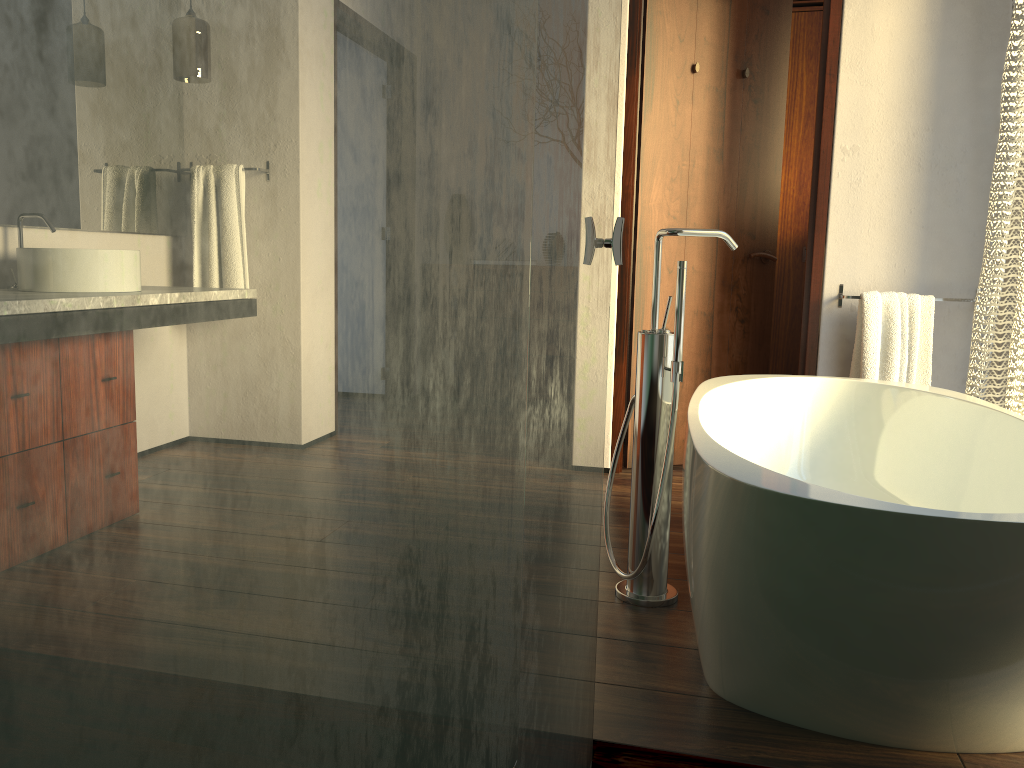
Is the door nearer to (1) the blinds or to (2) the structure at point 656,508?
(1) the blinds

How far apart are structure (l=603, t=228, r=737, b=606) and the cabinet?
2.6 meters

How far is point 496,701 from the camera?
0.7 meters

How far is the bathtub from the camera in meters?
1.3 m

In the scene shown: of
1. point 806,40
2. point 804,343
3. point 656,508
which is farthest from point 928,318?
point 806,40

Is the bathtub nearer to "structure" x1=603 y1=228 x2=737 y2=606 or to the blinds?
"structure" x1=603 y1=228 x2=737 y2=606

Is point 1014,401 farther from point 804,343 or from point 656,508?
point 656,508

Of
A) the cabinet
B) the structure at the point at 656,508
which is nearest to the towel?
the structure at the point at 656,508

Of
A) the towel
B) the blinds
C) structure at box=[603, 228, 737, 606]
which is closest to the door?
the towel

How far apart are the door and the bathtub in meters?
0.6
